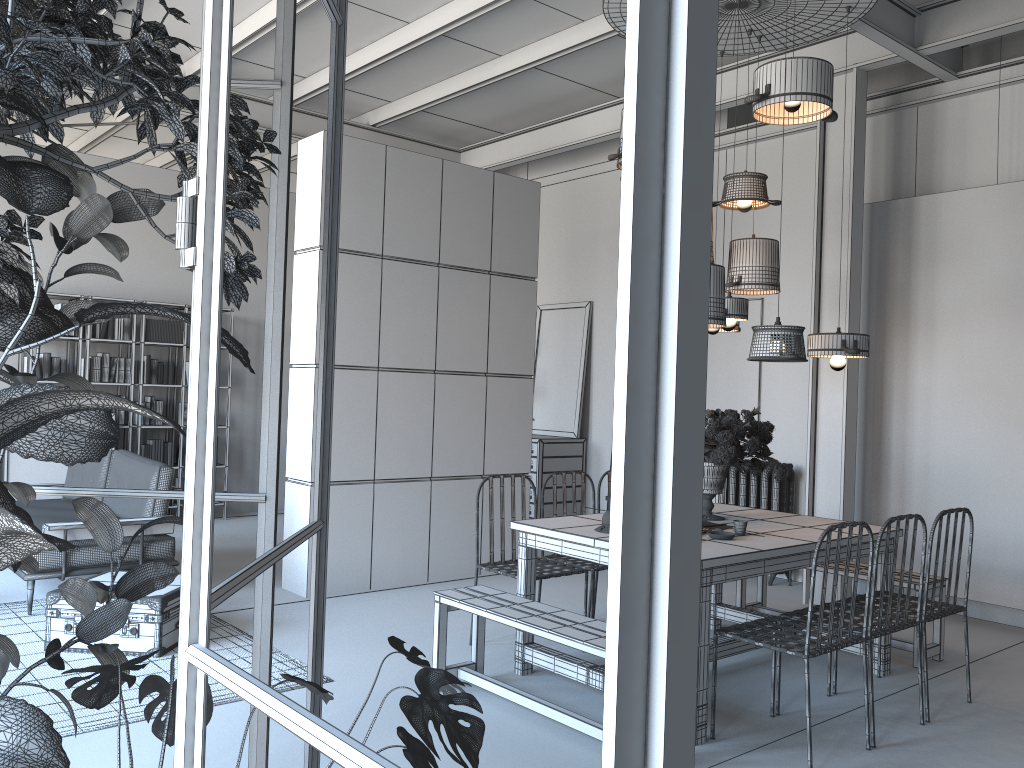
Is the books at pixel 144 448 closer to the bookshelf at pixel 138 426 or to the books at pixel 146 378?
the bookshelf at pixel 138 426

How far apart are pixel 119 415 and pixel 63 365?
0.72m

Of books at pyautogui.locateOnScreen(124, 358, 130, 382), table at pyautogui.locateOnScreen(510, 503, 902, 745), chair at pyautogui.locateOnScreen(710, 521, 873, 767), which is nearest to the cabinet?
table at pyautogui.locateOnScreen(510, 503, 902, 745)

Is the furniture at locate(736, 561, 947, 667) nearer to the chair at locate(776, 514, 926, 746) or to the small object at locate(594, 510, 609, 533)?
the chair at locate(776, 514, 926, 746)

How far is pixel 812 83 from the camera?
4.5m

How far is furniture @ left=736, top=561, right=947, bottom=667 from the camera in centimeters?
506cm

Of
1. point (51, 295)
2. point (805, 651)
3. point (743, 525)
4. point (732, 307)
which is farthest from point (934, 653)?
point (51, 295)

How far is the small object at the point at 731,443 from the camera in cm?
471

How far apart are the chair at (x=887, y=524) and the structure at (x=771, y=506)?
2.8m

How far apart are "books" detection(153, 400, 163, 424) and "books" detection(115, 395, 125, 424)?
0.4 meters
